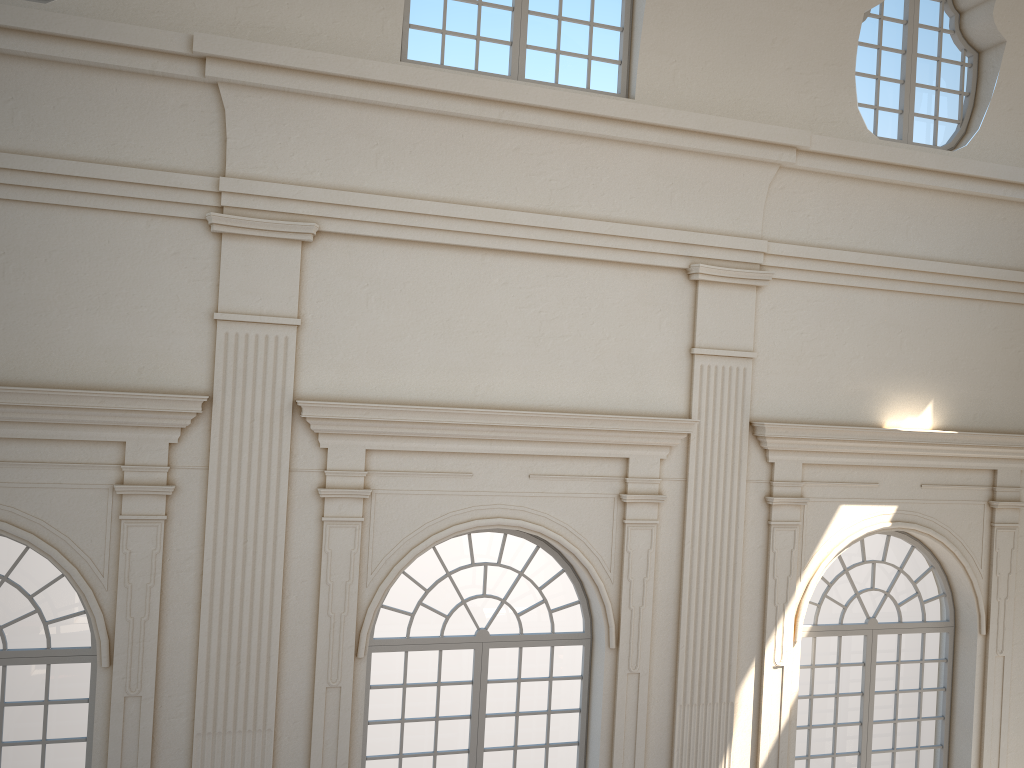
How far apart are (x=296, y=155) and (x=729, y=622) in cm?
577
